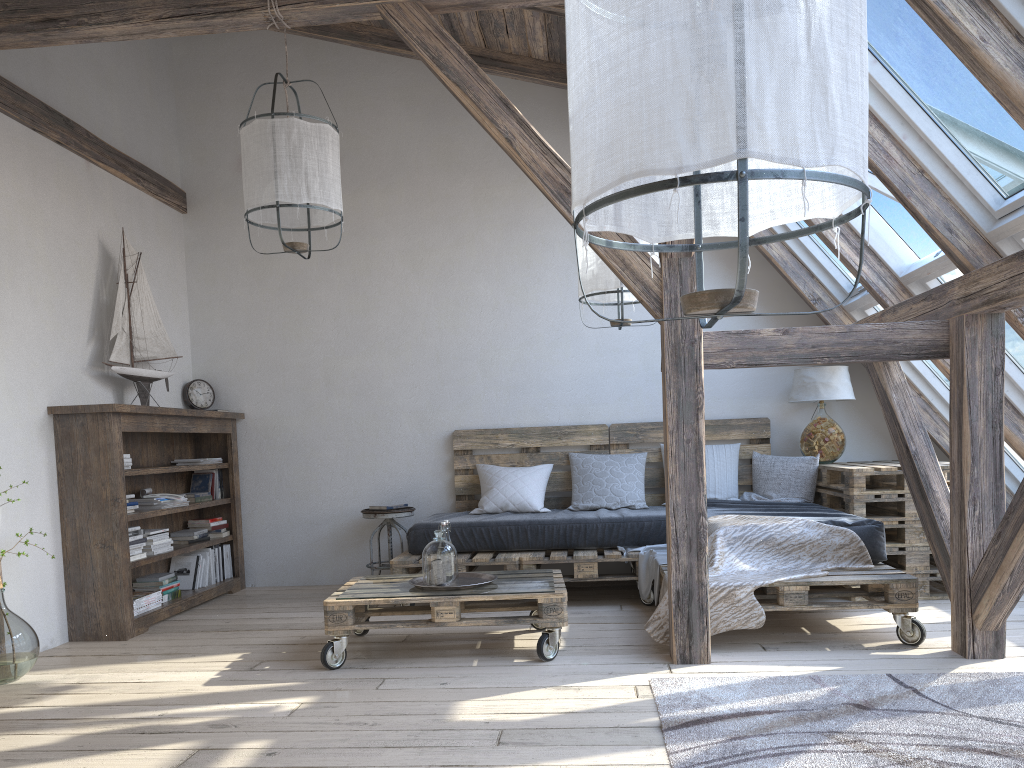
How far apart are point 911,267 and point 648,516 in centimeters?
185cm

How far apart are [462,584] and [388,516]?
1.7m

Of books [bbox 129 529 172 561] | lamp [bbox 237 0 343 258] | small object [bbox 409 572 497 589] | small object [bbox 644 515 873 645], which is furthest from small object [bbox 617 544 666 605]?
books [bbox 129 529 172 561]

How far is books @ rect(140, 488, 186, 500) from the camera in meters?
4.9 m

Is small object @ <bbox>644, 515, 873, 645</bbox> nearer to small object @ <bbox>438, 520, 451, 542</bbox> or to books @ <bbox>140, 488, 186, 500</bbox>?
small object @ <bbox>438, 520, 451, 542</bbox>

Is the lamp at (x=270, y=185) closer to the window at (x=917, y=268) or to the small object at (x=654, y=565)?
the small object at (x=654, y=565)

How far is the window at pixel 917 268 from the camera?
4.1 meters

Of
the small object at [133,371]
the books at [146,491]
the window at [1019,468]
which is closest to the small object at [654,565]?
the window at [1019,468]

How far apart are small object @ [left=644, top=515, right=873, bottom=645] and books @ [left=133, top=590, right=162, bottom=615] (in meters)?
2.60

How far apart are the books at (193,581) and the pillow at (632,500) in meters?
1.7
